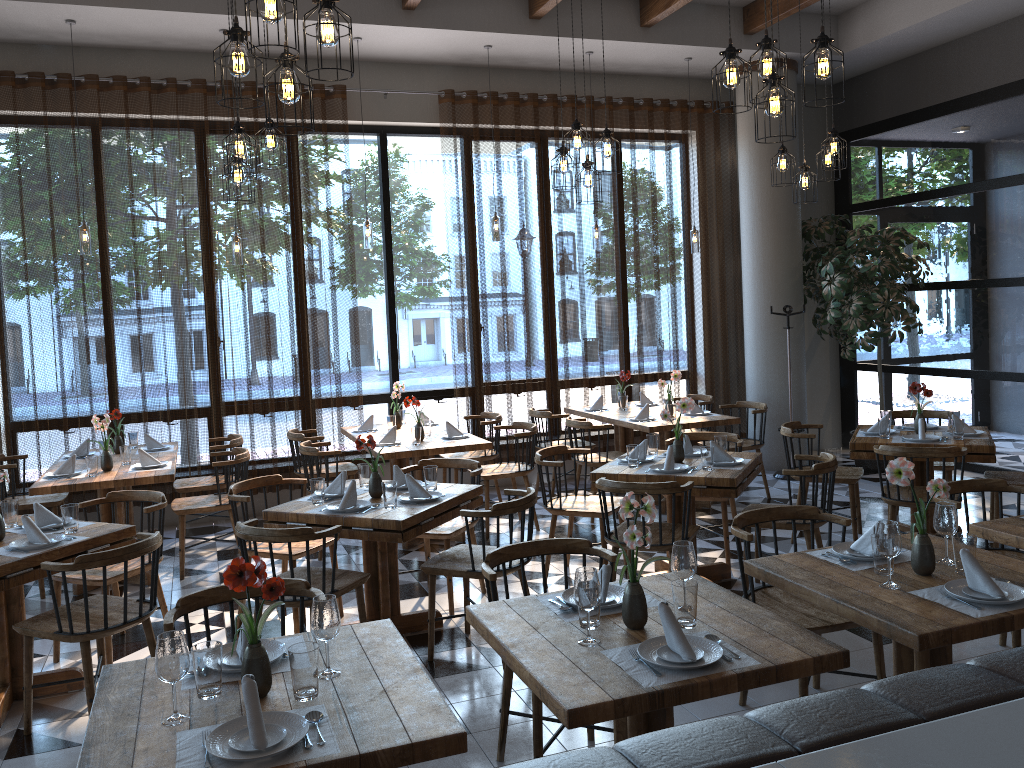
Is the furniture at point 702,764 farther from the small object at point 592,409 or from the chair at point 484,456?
the small object at point 592,409

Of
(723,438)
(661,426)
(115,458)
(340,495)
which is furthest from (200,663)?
(661,426)

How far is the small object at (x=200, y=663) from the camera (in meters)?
2.32

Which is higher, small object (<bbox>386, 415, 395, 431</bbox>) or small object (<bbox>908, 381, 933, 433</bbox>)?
small object (<bbox>908, 381, 933, 433</bbox>)

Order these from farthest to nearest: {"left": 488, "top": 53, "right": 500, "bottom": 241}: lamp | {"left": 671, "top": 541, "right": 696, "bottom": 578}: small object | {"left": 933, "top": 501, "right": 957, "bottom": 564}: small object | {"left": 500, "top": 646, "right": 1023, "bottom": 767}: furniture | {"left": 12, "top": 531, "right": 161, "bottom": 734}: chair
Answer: {"left": 488, "top": 53, "right": 500, "bottom": 241}: lamp < {"left": 12, "top": 531, "right": 161, "bottom": 734}: chair < {"left": 933, "top": 501, "right": 957, "bottom": 564}: small object < {"left": 671, "top": 541, "right": 696, "bottom": 578}: small object < {"left": 500, "top": 646, "right": 1023, "bottom": 767}: furniture

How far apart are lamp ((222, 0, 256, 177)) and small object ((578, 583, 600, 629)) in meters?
3.5 m

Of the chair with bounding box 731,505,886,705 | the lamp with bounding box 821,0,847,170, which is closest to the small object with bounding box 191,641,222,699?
the chair with bounding box 731,505,886,705

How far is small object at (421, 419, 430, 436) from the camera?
7.0 meters

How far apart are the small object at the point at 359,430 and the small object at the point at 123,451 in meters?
1.8

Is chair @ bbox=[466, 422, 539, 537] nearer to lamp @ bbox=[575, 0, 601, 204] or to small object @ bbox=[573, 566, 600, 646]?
lamp @ bbox=[575, 0, 601, 204]
